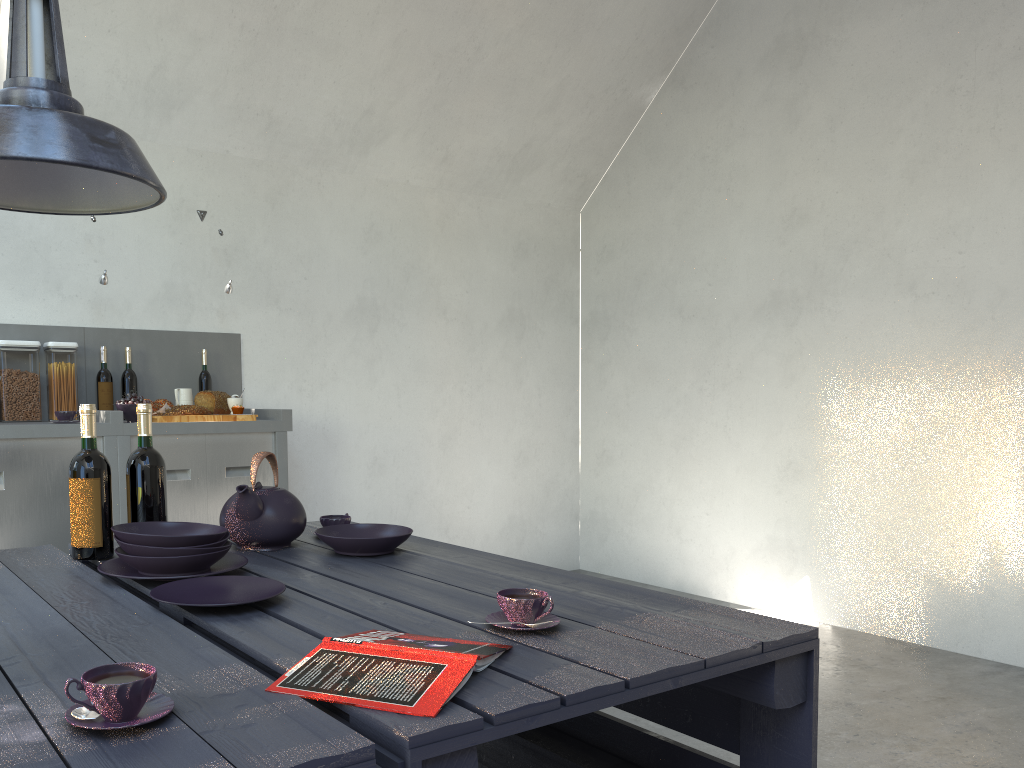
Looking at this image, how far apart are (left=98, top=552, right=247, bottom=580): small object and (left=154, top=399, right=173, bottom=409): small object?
2.2m

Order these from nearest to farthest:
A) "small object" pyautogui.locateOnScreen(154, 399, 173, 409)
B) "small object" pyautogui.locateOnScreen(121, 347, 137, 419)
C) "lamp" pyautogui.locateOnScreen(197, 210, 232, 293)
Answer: "small object" pyautogui.locateOnScreen(154, 399, 173, 409), "small object" pyautogui.locateOnScreen(121, 347, 137, 419), "lamp" pyautogui.locateOnScreen(197, 210, 232, 293)

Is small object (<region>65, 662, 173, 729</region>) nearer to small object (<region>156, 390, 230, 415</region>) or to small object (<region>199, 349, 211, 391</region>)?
small object (<region>156, 390, 230, 415</region>)

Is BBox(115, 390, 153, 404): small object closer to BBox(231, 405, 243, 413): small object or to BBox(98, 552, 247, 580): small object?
BBox(231, 405, 243, 413): small object

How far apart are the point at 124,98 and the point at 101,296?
0.9 meters

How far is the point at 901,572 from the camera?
4.3 meters

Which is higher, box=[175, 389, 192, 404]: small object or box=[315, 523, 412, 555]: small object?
box=[175, 389, 192, 404]: small object

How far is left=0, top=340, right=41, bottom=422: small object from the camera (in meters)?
3.55

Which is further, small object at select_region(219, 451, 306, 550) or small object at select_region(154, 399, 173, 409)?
small object at select_region(154, 399, 173, 409)

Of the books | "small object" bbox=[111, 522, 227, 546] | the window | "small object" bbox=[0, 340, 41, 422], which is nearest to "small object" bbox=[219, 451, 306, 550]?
"small object" bbox=[111, 522, 227, 546]
